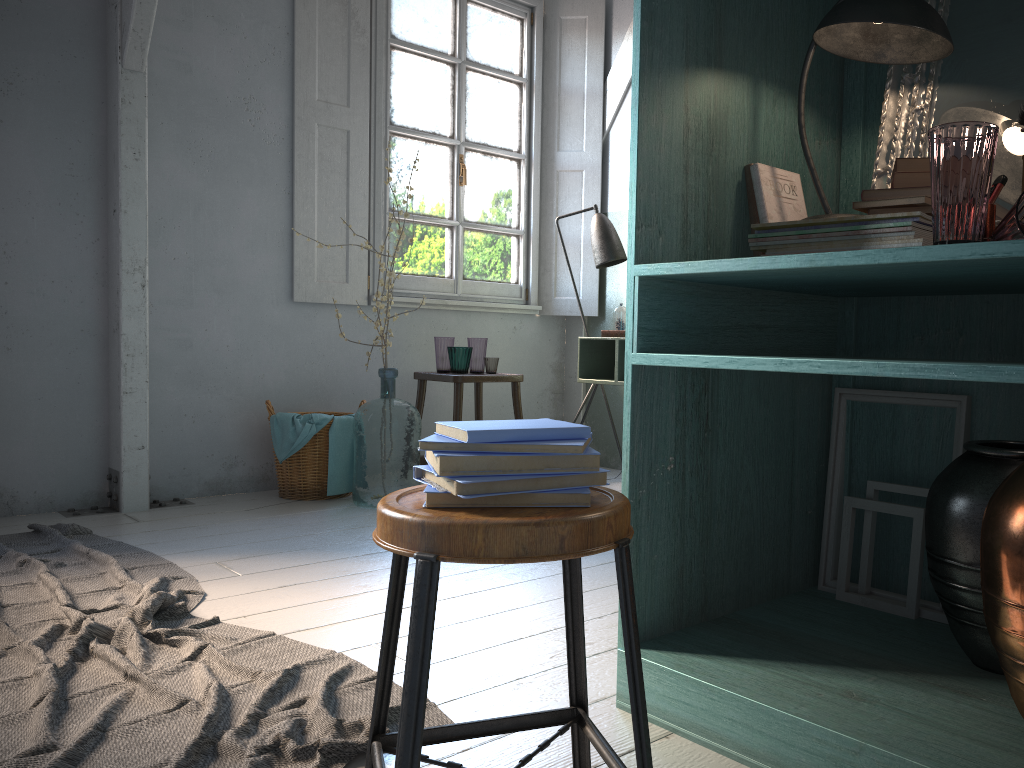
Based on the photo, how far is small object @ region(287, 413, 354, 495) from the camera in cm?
493

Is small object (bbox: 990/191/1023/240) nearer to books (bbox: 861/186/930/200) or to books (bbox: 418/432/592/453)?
books (bbox: 861/186/930/200)

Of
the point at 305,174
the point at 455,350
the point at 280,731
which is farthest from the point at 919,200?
the point at 305,174

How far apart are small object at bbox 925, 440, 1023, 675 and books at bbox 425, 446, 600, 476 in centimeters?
93cm

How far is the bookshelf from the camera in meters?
1.7

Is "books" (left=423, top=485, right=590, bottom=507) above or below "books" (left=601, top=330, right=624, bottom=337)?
below

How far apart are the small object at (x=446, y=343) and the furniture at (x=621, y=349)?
0.85m

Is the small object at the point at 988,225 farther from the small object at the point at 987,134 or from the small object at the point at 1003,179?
the small object at the point at 987,134

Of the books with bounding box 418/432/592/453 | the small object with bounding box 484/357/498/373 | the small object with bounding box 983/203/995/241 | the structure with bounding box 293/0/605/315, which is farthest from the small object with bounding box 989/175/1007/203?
the structure with bounding box 293/0/605/315

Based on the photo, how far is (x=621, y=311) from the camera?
5.2 meters
